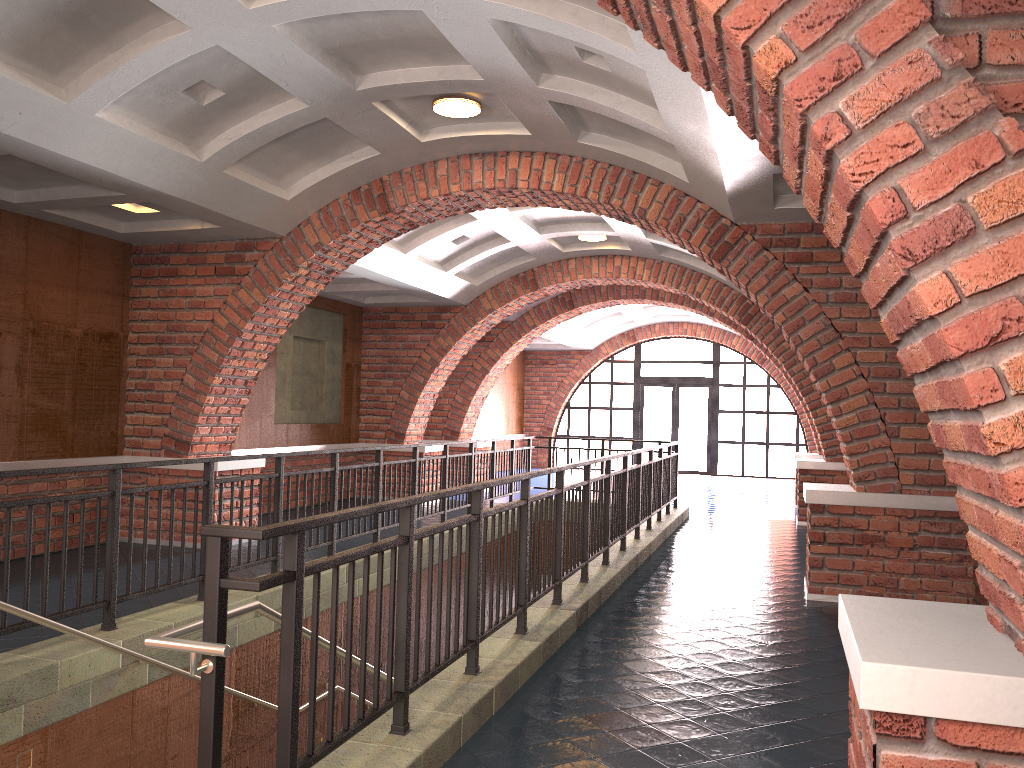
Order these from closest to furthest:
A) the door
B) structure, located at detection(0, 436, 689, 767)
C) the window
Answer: structure, located at detection(0, 436, 689, 767) < the window < the door

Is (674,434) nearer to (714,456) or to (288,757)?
(714,456)

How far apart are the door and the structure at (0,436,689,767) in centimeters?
930cm

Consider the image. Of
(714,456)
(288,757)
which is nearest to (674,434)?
(714,456)

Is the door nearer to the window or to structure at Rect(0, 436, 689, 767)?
the window

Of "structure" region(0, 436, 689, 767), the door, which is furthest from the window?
"structure" region(0, 436, 689, 767)

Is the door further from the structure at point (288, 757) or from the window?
the structure at point (288, 757)

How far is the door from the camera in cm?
2193

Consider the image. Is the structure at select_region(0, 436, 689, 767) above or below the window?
below

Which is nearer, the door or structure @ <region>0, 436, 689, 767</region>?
structure @ <region>0, 436, 689, 767</region>
